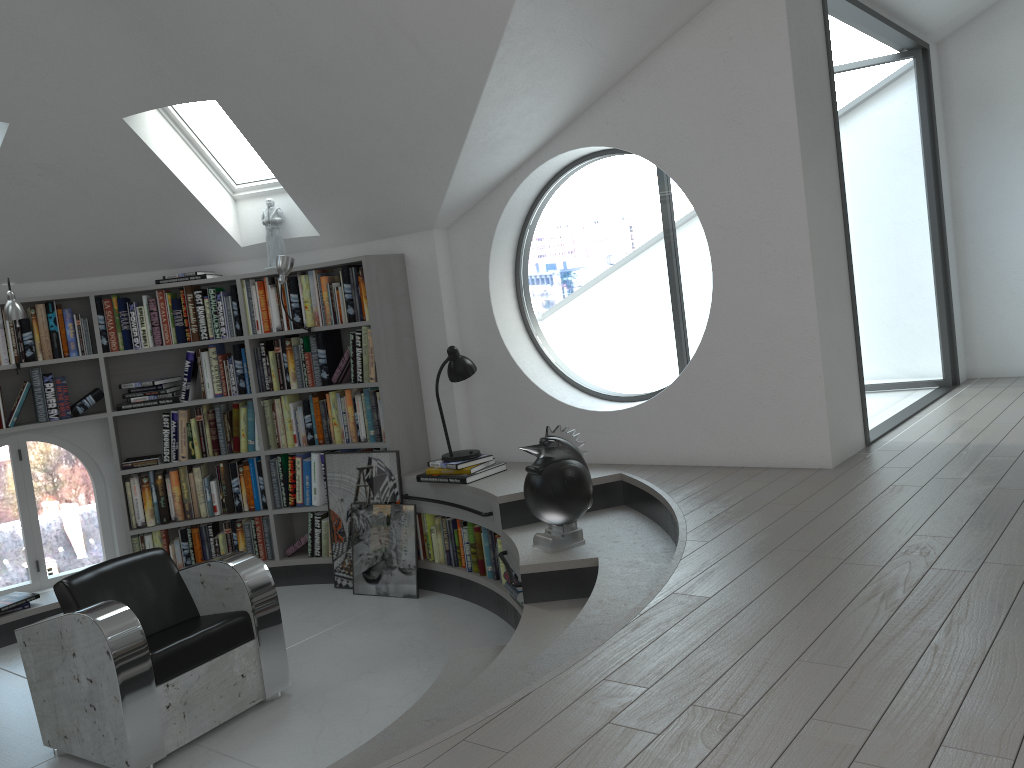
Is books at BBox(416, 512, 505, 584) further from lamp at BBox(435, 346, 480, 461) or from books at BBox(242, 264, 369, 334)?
books at BBox(242, 264, 369, 334)

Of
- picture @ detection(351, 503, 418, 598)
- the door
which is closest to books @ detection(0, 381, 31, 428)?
picture @ detection(351, 503, 418, 598)

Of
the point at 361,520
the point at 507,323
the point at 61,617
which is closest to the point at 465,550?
the point at 361,520

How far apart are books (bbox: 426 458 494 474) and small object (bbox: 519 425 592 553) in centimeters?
95cm

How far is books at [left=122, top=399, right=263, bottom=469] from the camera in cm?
577

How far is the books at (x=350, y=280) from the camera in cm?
546

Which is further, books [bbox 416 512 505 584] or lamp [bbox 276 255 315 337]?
lamp [bbox 276 255 315 337]

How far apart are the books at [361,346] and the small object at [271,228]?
0.5 meters

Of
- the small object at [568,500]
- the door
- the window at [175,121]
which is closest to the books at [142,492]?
the window at [175,121]

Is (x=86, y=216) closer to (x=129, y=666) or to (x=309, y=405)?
(x=309, y=405)
